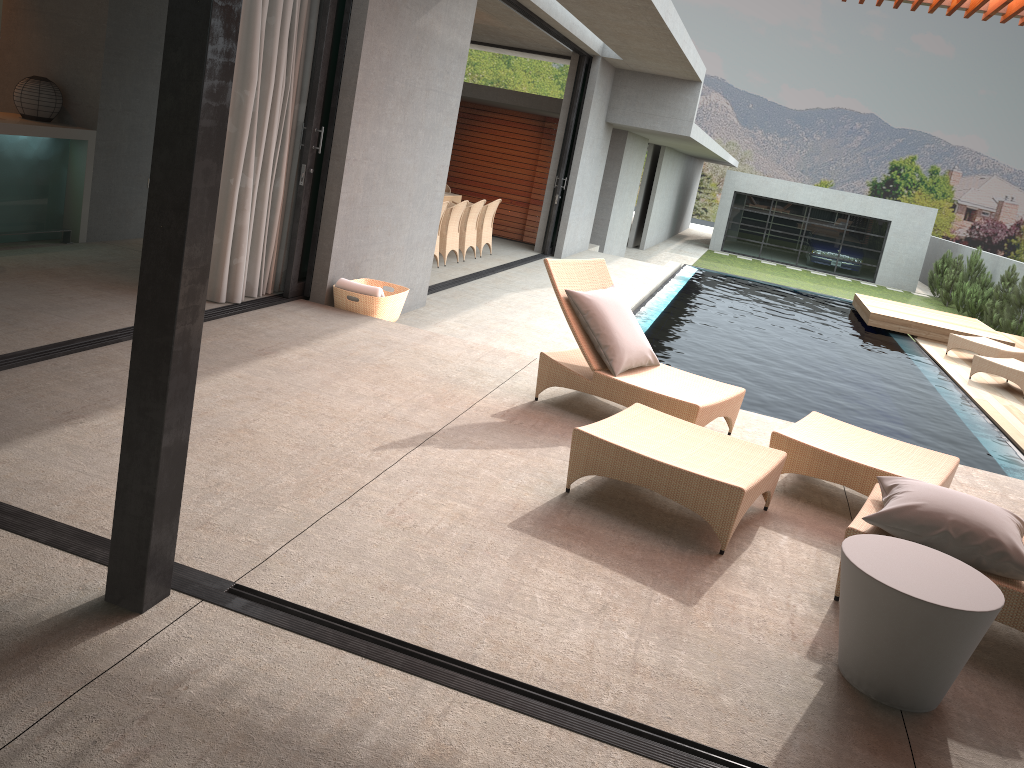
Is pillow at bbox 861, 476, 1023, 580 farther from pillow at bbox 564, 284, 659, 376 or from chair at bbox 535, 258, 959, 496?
pillow at bbox 564, 284, 659, 376

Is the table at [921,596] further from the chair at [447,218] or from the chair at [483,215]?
the chair at [483,215]

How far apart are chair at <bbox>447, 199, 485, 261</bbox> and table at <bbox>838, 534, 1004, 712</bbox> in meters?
9.4 m

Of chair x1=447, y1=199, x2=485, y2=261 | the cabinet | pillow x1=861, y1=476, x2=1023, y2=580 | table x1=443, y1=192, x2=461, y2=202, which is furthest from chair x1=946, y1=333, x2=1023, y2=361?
the cabinet

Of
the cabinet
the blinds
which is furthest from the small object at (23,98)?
the blinds

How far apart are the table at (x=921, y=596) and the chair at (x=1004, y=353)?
9.78m

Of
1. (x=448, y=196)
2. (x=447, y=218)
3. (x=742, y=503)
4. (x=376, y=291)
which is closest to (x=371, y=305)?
(x=376, y=291)

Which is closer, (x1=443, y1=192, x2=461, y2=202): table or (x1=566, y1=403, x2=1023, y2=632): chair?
(x1=566, y1=403, x2=1023, y2=632): chair

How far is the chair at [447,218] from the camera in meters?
11.1

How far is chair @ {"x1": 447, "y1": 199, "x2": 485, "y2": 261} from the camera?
11.8m
